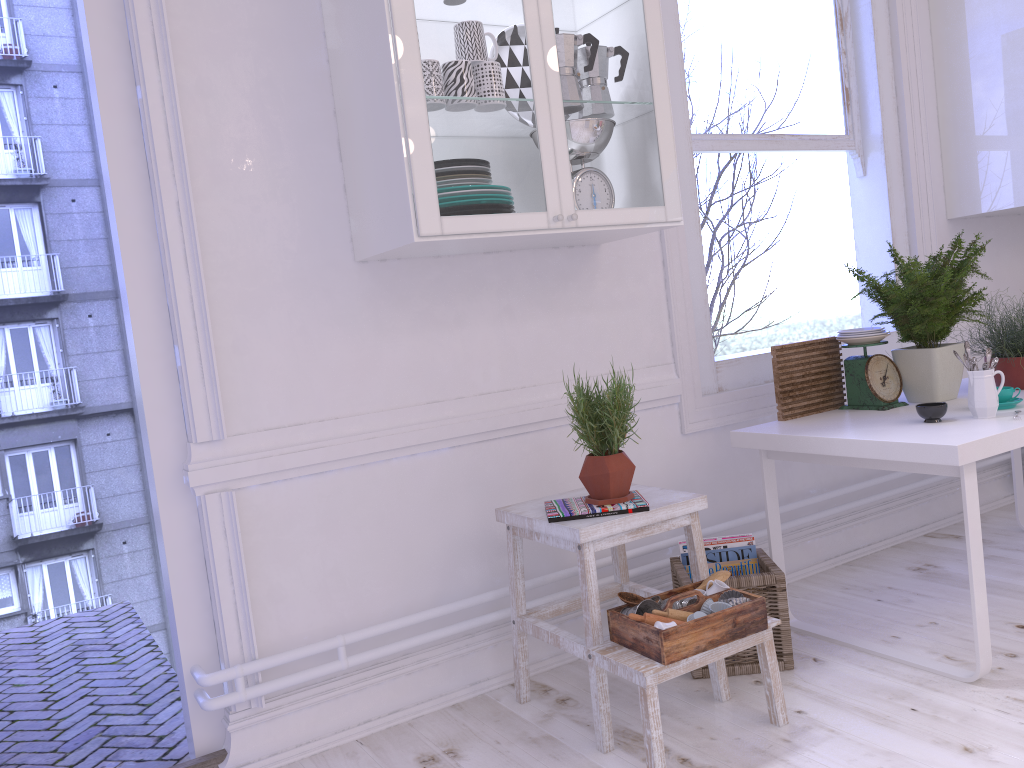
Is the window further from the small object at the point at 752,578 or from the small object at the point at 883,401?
the small object at the point at 752,578

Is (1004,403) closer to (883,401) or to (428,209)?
(883,401)

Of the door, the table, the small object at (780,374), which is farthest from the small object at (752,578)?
the door

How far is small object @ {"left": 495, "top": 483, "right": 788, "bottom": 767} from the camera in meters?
1.9

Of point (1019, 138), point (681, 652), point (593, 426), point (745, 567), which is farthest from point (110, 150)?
point (1019, 138)

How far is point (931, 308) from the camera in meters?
2.6 m

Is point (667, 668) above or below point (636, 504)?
below

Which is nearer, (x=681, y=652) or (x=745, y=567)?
(x=681, y=652)

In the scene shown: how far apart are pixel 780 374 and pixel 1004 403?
0.62m

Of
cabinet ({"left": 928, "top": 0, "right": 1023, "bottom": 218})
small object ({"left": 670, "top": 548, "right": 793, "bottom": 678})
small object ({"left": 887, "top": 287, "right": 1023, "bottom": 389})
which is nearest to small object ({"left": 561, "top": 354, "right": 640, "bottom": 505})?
small object ({"left": 670, "top": 548, "right": 793, "bottom": 678})
